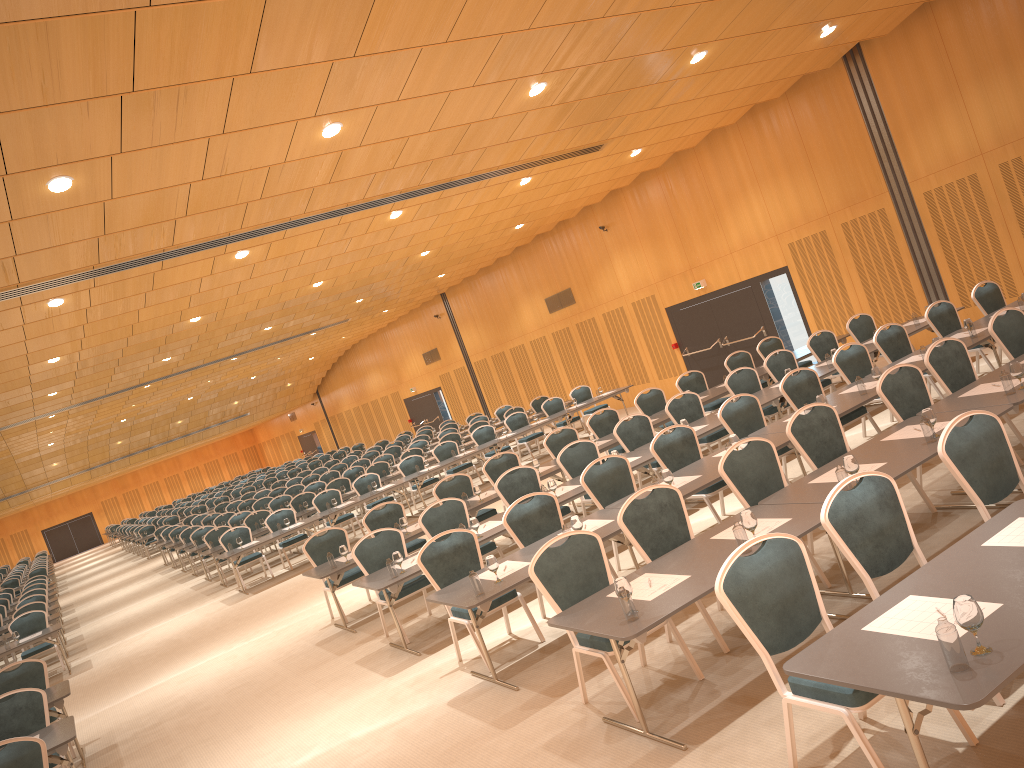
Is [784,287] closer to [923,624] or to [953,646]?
[923,624]

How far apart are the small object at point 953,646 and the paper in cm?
31

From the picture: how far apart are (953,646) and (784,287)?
15.0 meters

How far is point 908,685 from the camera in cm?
322

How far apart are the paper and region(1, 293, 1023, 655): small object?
0.2m

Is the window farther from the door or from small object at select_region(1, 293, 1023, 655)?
small object at select_region(1, 293, 1023, 655)

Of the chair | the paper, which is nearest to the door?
the chair

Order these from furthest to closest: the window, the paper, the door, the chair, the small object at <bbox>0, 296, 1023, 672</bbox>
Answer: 1. the door
2. the window
3. the chair
4. the paper
5. the small object at <bbox>0, 296, 1023, 672</bbox>

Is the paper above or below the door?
below

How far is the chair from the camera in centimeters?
440cm
